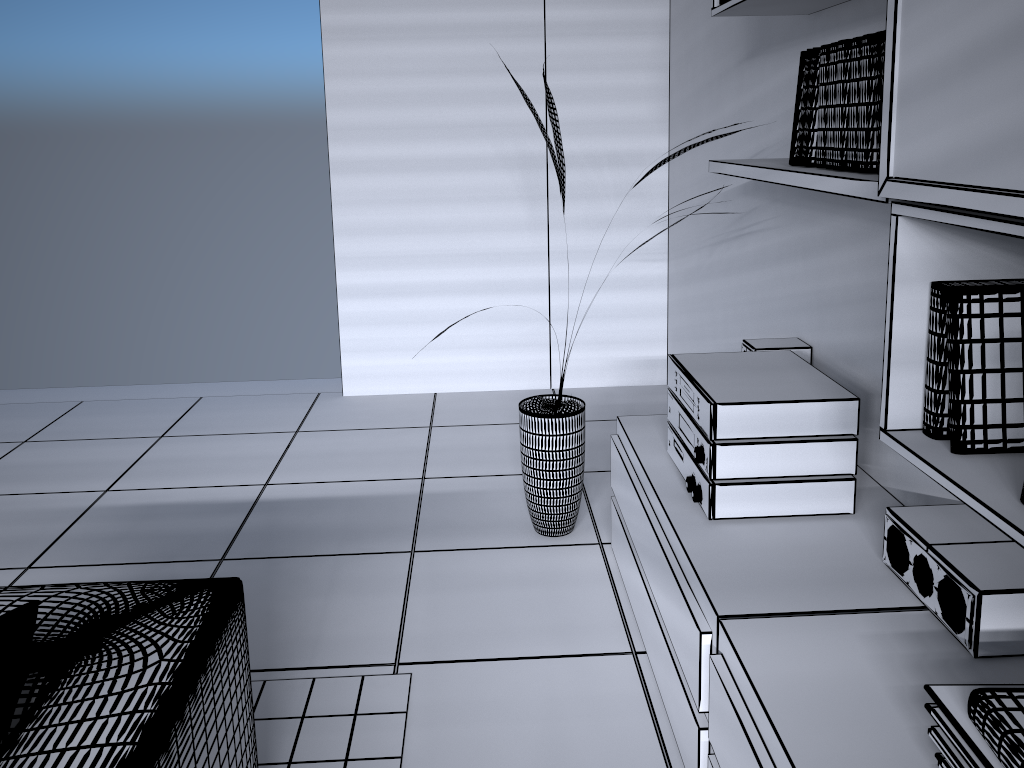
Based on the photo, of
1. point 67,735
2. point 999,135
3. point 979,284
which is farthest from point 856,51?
point 67,735

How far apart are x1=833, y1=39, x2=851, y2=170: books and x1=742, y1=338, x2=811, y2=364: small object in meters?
0.9 m

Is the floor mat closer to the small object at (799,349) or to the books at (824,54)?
the small object at (799,349)

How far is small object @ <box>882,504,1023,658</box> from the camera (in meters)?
1.46

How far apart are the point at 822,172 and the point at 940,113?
0.5m

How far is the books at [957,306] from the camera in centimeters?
137cm

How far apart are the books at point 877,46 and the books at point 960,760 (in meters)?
1.02

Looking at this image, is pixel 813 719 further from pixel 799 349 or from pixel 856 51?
pixel 799 349

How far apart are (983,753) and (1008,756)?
0.1m

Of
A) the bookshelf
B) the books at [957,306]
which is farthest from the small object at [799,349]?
the books at [957,306]
